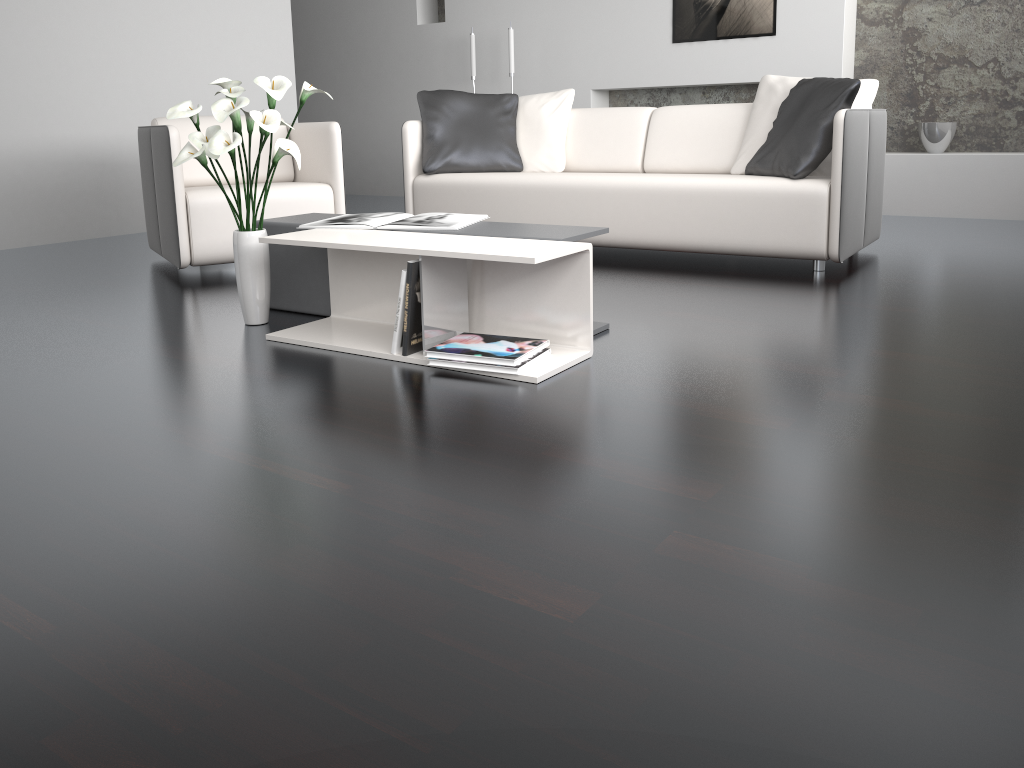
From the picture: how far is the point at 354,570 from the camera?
1.32m

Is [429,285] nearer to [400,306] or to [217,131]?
[400,306]

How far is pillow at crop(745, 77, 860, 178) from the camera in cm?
349

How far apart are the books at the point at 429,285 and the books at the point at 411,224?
0.2 meters

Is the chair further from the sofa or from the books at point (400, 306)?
the books at point (400, 306)

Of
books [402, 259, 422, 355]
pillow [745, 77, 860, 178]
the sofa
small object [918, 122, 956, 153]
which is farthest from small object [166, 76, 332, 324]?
small object [918, 122, 956, 153]

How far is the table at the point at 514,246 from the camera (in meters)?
2.29

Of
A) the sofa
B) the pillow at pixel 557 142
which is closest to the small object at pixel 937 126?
the sofa

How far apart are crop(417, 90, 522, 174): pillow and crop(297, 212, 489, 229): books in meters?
1.6

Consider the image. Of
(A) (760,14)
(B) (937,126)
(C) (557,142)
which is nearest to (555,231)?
(C) (557,142)
